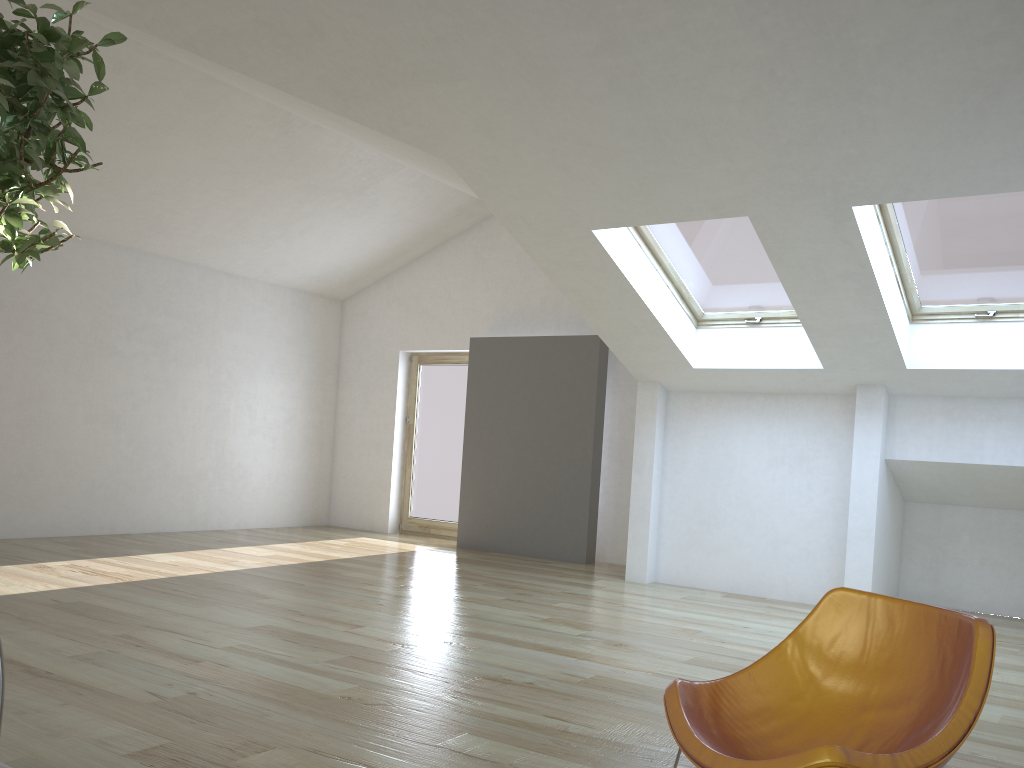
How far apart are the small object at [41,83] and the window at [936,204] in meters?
4.3

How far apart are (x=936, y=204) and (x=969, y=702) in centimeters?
403cm

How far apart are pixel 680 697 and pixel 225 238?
8.1 meters

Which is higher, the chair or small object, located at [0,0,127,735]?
small object, located at [0,0,127,735]

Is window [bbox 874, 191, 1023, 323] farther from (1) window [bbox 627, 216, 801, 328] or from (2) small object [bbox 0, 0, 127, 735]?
(2) small object [bbox 0, 0, 127, 735]

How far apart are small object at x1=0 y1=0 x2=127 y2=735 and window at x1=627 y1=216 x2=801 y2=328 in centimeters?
432cm

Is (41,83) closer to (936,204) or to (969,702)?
(969,702)

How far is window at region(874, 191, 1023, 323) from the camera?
5.2 meters

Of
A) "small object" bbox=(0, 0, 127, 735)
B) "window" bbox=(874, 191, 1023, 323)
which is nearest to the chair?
"small object" bbox=(0, 0, 127, 735)

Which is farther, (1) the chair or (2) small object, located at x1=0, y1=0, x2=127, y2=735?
(1) the chair
